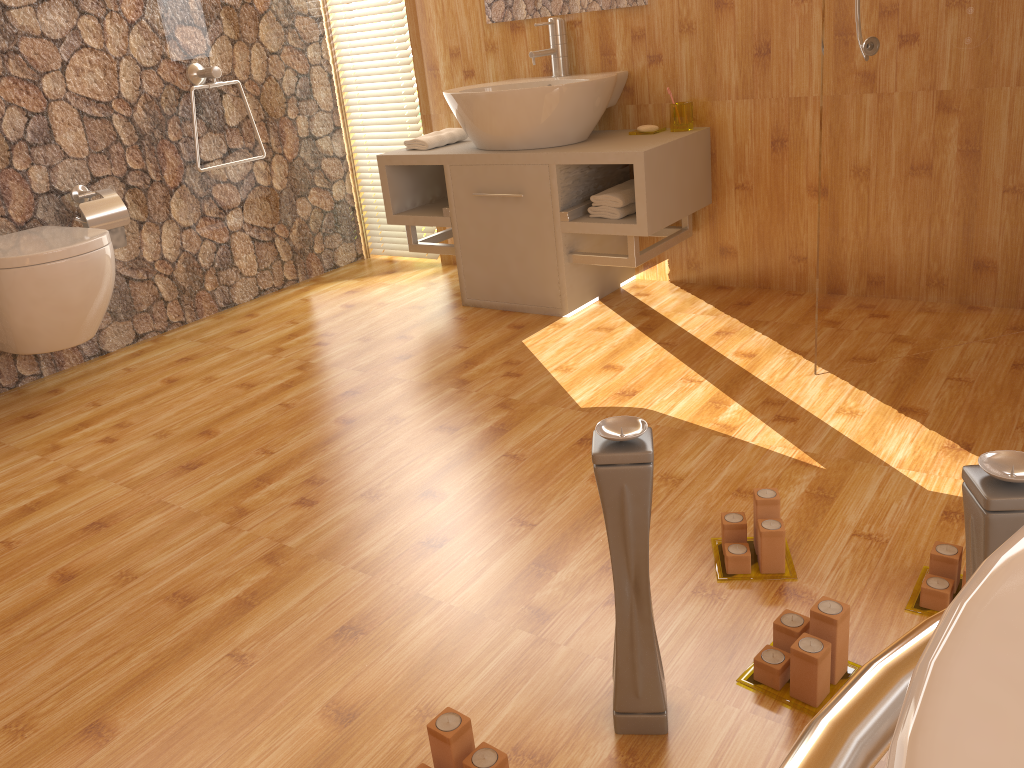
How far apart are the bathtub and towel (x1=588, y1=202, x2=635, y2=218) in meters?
2.4

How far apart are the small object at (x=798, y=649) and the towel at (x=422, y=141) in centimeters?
242cm

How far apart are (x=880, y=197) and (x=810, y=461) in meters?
0.7 m

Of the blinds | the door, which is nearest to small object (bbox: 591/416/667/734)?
the door

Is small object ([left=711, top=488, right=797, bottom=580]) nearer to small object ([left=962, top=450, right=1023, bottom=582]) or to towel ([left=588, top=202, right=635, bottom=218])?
small object ([left=962, top=450, right=1023, bottom=582])

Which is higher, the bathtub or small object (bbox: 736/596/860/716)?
the bathtub

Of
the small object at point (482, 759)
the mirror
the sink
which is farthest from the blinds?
the small object at point (482, 759)

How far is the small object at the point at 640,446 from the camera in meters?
1.1

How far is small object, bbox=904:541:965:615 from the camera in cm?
146

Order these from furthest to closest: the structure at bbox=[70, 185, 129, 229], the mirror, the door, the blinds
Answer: the blinds → the mirror → the structure at bbox=[70, 185, 129, 229] → the door
